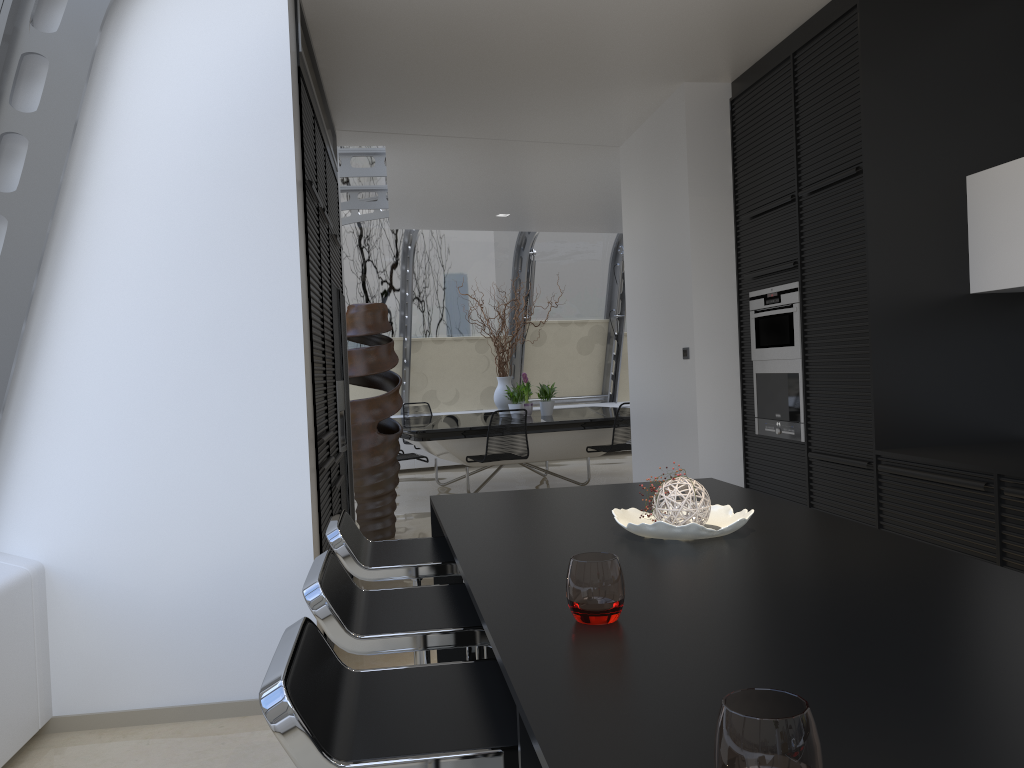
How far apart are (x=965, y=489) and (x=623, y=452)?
9.6m

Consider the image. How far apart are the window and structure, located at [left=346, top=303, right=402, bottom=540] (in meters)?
Answer: 1.63

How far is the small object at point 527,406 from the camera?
9.6 meters

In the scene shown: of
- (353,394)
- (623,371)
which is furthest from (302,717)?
(623,371)

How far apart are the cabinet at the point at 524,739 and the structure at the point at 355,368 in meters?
3.8

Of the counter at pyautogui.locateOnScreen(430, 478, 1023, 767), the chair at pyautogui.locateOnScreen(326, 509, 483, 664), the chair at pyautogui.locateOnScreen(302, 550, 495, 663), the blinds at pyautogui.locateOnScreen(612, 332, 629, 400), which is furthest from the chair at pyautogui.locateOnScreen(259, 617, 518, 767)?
the blinds at pyautogui.locateOnScreen(612, 332, 629, 400)

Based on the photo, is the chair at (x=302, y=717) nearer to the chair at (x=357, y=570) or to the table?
the chair at (x=357, y=570)

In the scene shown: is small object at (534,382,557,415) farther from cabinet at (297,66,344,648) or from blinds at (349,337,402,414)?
cabinet at (297,66,344,648)

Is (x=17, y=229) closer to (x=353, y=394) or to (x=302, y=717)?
(x=302, y=717)

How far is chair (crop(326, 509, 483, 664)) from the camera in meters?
2.5 m
